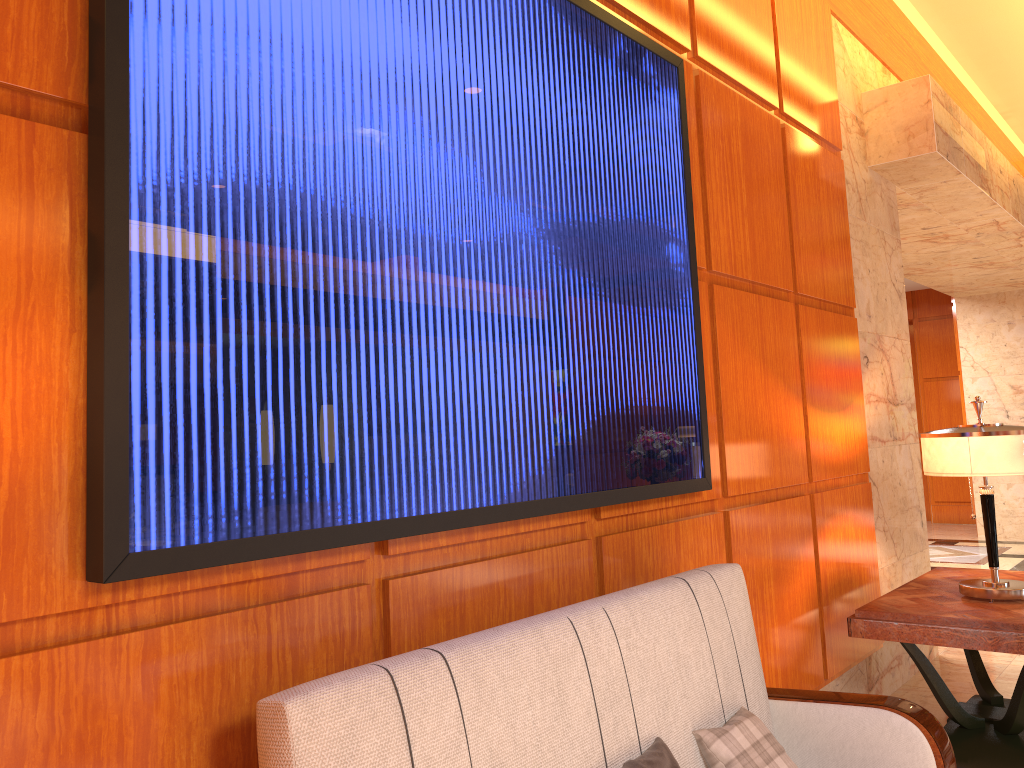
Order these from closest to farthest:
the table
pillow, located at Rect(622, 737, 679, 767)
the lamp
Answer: pillow, located at Rect(622, 737, 679, 767), the table, the lamp

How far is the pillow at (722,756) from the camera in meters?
2.1 m

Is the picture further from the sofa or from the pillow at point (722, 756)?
the pillow at point (722, 756)

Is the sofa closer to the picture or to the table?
the picture

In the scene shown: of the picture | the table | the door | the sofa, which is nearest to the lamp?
the table

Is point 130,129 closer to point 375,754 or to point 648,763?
point 375,754

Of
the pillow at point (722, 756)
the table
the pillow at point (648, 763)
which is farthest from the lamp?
the pillow at point (648, 763)

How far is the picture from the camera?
1.4 meters

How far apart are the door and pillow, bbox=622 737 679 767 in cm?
1127

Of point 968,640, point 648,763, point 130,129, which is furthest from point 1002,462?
point 130,129
